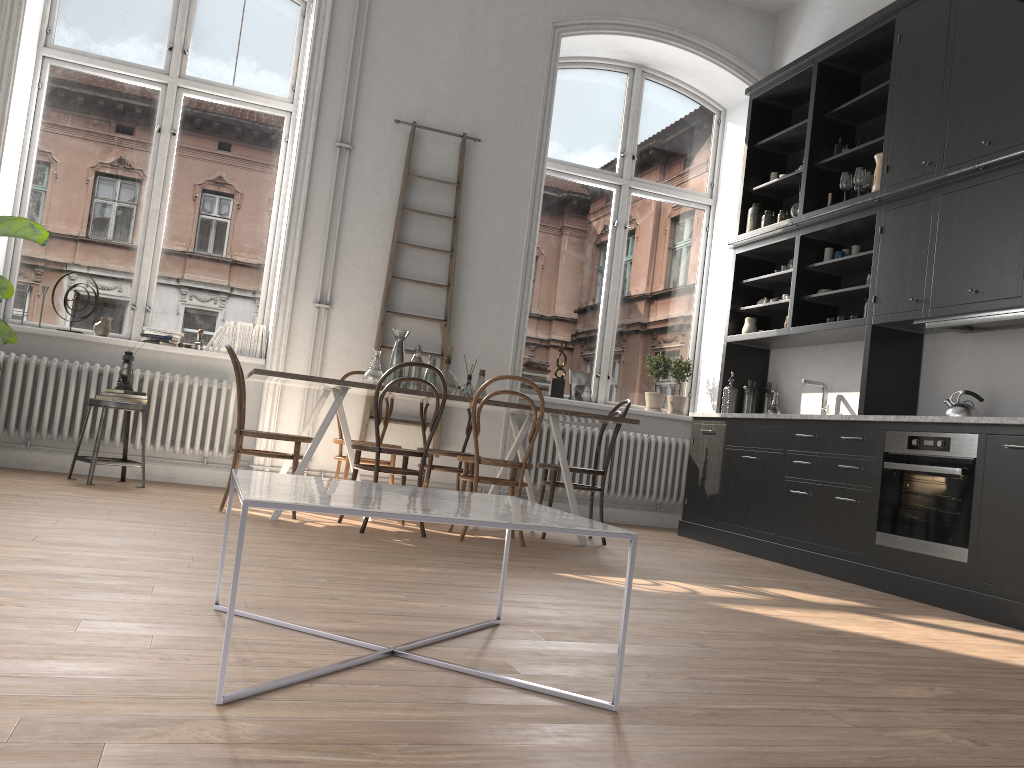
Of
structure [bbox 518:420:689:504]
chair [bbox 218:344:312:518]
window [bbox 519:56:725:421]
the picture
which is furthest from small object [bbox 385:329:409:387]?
the picture

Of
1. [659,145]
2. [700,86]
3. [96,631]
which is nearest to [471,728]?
[96,631]

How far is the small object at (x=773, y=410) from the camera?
6.64m

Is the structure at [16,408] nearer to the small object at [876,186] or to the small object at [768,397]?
the small object at [768,397]

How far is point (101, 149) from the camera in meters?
6.3 m

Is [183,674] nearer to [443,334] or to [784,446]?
[443,334]

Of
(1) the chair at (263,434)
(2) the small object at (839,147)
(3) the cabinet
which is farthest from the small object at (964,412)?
(1) the chair at (263,434)

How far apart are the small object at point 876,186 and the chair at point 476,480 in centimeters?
273cm

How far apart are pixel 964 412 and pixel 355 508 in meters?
4.1 m

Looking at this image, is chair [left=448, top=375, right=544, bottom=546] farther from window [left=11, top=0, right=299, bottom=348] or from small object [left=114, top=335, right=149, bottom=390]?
window [left=11, top=0, right=299, bottom=348]
